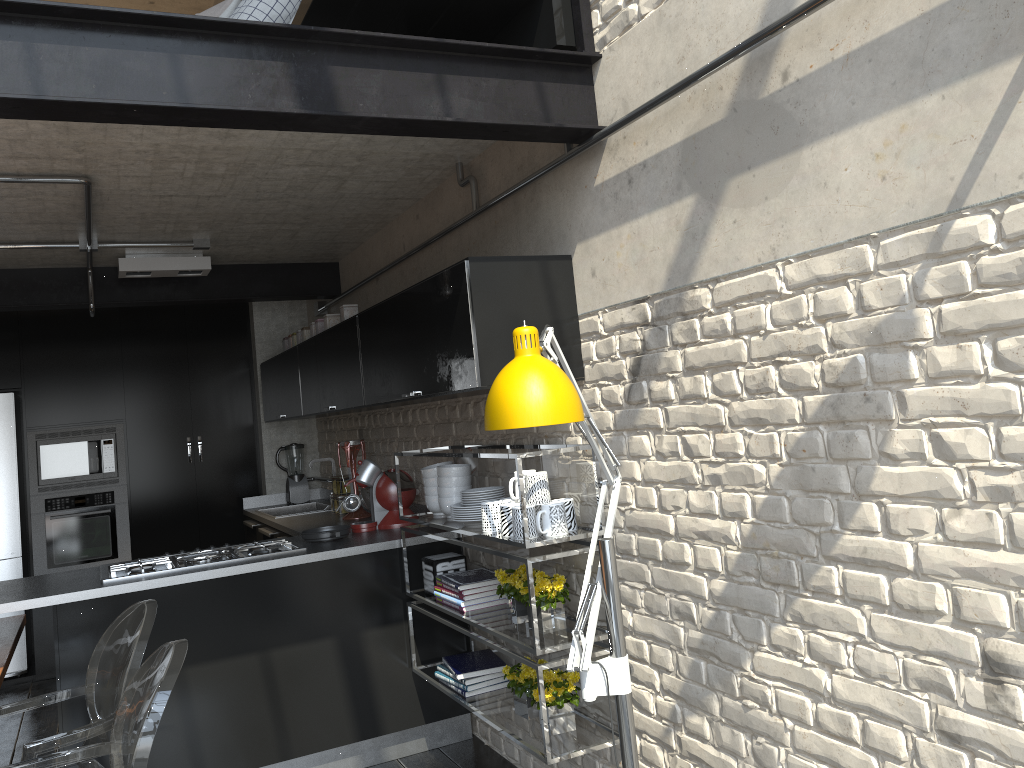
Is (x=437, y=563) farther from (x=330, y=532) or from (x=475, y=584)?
(x=330, y=532)

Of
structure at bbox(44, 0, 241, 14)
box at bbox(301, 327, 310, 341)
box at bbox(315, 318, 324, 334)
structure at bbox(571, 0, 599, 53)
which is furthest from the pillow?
structure at bbox(44, 0, 241, 14)

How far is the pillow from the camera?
3.6 meters

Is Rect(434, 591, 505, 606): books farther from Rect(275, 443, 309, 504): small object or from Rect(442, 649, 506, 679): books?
Rect(275, 443, 309, 504): small object

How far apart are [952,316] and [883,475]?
0.37m

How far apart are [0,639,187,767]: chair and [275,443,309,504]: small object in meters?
3.9

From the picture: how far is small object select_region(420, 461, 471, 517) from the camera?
3.6m

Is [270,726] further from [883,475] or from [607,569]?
[883,475]

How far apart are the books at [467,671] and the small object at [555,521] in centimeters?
86cm

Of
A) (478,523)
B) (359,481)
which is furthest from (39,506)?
(478,523)
